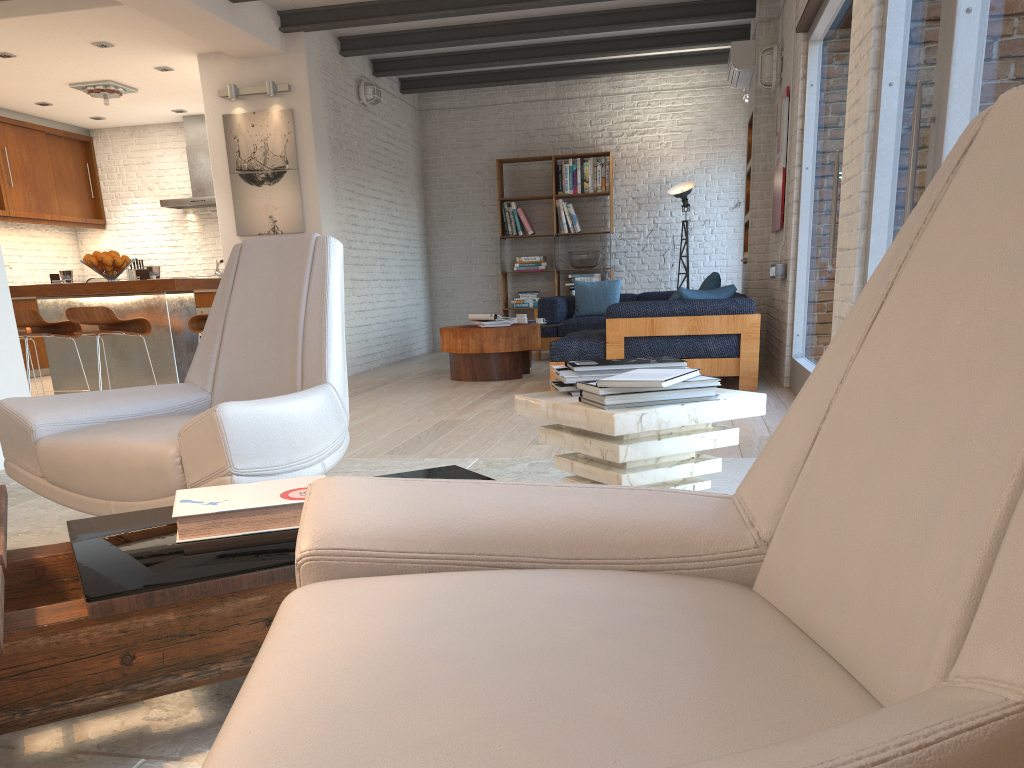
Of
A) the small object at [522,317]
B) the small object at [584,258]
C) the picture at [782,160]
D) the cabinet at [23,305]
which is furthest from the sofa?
the cabinet at [23,305]

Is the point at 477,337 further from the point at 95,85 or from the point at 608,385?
the point at 608,385

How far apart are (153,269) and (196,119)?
5.2 meters

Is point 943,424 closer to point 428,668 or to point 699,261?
point 428,668

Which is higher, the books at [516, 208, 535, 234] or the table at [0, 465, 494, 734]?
the books at [516, 208, 535, 234]

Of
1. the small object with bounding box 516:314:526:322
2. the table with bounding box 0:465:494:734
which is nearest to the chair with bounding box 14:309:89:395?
the small object with bounding box 516:314:526:322

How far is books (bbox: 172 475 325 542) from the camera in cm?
171

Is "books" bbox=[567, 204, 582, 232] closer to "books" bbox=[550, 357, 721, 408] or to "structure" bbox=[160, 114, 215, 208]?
"structure" bbox=[160, 114, 215, 208]

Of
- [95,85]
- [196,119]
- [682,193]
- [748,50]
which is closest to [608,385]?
[748,50]

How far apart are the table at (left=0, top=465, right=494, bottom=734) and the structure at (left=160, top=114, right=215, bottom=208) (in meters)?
9.41
